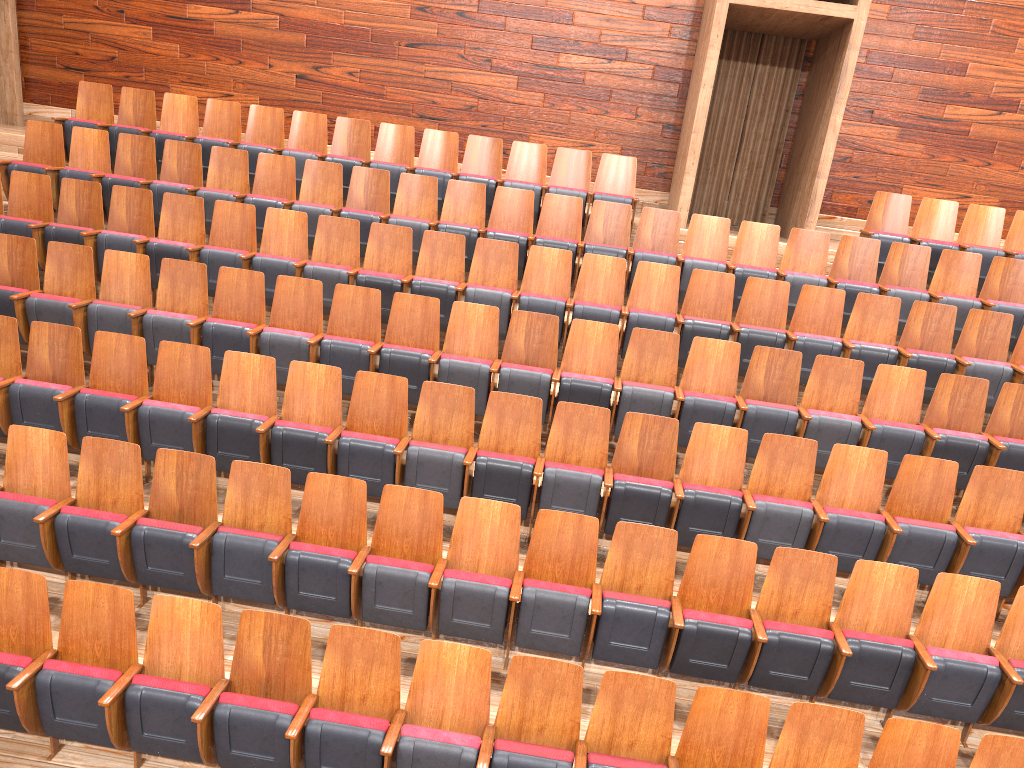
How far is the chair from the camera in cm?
35

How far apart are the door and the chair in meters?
0.2 m

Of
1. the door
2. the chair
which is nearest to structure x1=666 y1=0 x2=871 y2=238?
the chair

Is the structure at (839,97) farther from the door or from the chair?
the door

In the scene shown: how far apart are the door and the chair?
0.2 meters

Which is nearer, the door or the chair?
the chair

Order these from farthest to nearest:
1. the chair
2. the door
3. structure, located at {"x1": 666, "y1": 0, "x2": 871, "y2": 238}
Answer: the door < structure, located at {"x1": 666, "y1": 0, "x2": 871, "y2": 238} < the chair

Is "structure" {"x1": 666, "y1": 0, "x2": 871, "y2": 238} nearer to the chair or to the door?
the chair

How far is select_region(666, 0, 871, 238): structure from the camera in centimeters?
73cm

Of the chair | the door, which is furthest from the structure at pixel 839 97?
the door
